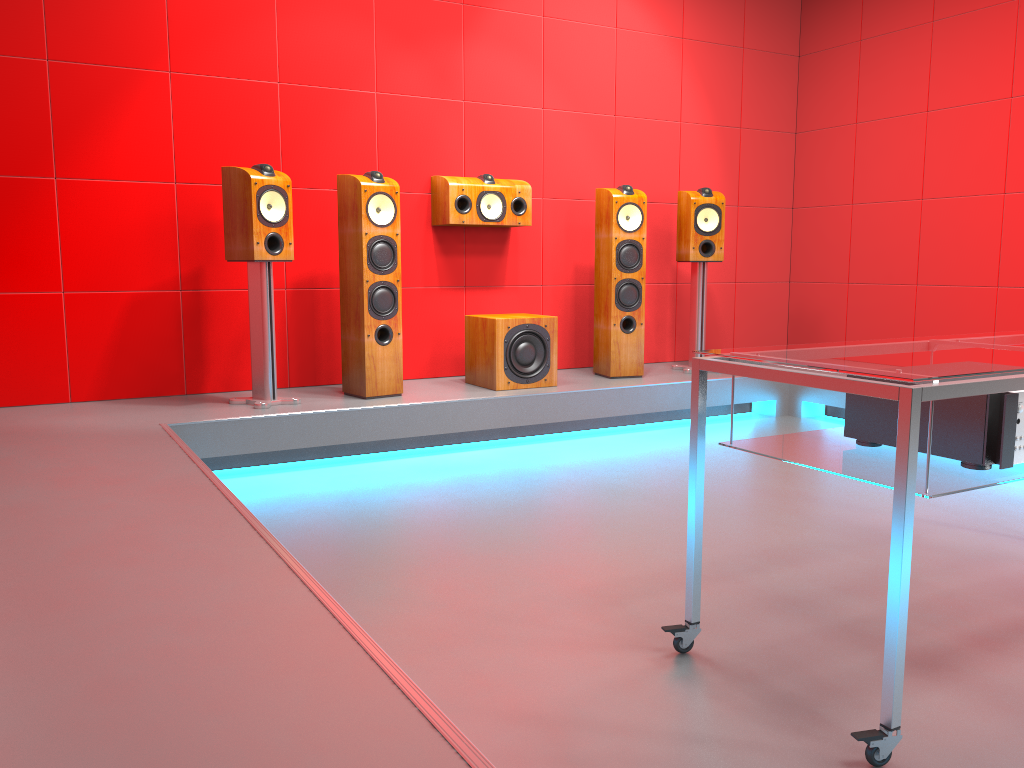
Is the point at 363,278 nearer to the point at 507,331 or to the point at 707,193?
the point at 507,331

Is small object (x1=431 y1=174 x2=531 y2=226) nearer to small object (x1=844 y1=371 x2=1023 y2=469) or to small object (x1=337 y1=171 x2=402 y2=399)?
small object (x1=337 y1=171 x2=402 y2=399)

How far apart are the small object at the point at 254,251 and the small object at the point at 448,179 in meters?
1.0

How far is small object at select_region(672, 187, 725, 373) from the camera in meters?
5.0 m

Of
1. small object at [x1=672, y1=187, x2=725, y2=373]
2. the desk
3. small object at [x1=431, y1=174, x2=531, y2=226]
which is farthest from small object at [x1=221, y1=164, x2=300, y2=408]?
the desk

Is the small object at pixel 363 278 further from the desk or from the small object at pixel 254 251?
the desk

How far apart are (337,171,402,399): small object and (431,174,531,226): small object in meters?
0.5

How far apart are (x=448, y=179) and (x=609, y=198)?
0.9 meters

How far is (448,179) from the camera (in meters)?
4.59

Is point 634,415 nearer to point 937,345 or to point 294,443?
point 294,443
